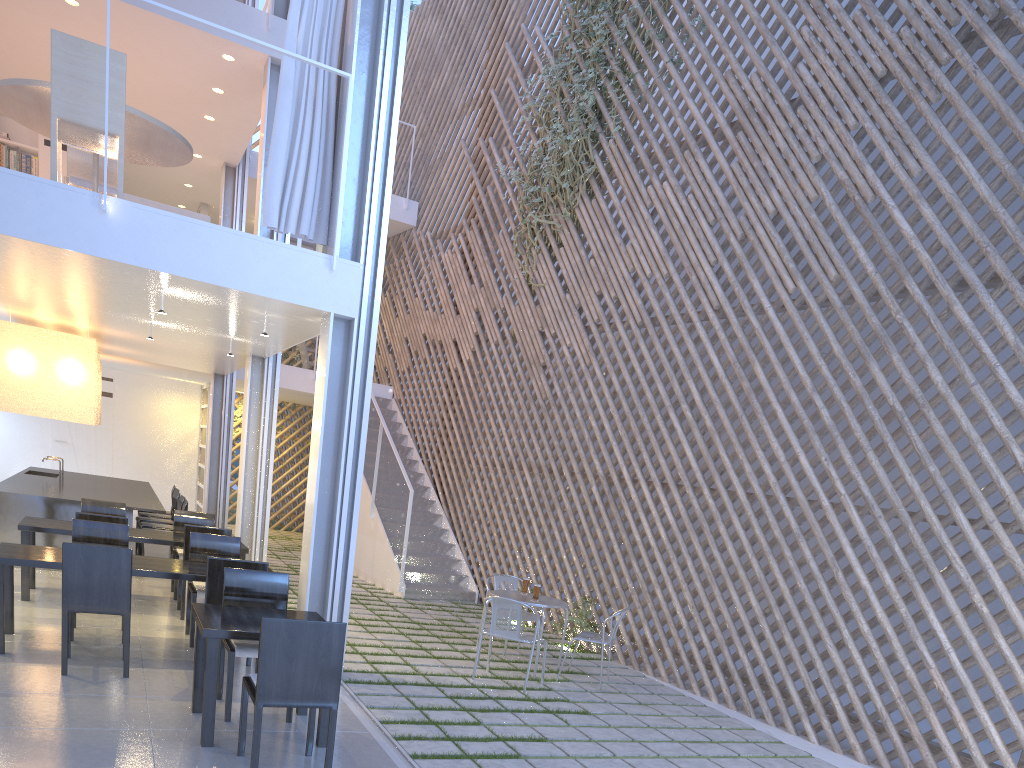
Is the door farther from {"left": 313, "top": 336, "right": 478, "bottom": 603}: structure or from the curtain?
the curtain

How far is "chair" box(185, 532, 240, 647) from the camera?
3.13m

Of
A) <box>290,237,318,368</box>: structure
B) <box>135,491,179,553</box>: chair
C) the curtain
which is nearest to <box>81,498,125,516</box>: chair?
<box>135,491,179,553</box>: chair

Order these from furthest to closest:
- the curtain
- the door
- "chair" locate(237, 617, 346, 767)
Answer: the door, the curtain, "chair" locate(237, 617, 346, 767)

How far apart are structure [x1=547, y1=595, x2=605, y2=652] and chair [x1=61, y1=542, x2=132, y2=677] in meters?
2.2 m

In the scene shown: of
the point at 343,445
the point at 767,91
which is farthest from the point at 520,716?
the point at 767,91

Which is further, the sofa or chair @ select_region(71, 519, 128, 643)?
the sofa

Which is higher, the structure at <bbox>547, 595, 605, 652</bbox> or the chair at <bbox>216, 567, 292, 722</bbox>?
the chair at <bbox>216, 567, 292, 722</bbox>

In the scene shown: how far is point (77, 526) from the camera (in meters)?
3.10

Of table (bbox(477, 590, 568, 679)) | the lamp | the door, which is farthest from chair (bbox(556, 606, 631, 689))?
the door
